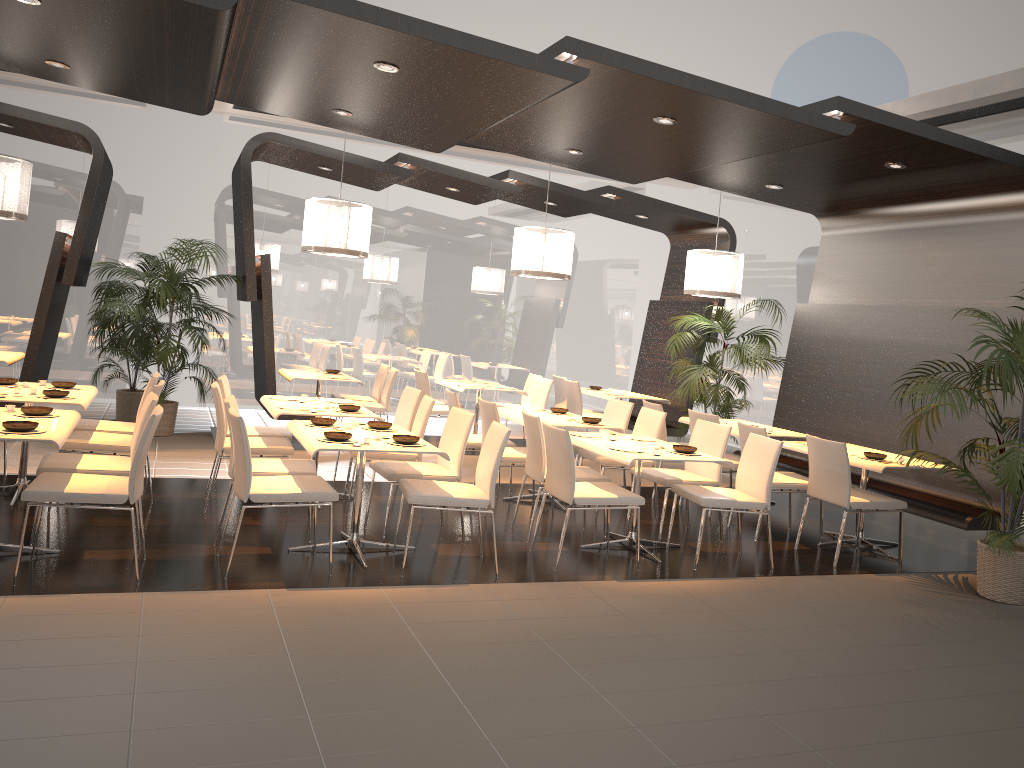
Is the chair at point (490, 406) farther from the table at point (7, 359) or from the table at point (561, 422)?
the table at point (7, 359)

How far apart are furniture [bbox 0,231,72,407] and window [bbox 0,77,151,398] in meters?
1.9

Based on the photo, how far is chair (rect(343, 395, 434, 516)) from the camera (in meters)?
6.59

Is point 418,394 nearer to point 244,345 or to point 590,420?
point 590,420

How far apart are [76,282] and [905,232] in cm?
791

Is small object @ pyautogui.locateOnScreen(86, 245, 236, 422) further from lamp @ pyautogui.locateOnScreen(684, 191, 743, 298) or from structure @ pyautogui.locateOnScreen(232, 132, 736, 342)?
lamp @ pyautogui.locateOnScreen(684, 191, 743, 298)

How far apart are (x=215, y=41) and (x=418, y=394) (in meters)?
3.27

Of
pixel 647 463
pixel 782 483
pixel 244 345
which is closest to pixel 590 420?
pixel 647 463

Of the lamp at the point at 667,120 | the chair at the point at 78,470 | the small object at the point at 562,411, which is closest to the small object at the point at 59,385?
the chair at the point at 78,470

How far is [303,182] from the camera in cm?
1181
